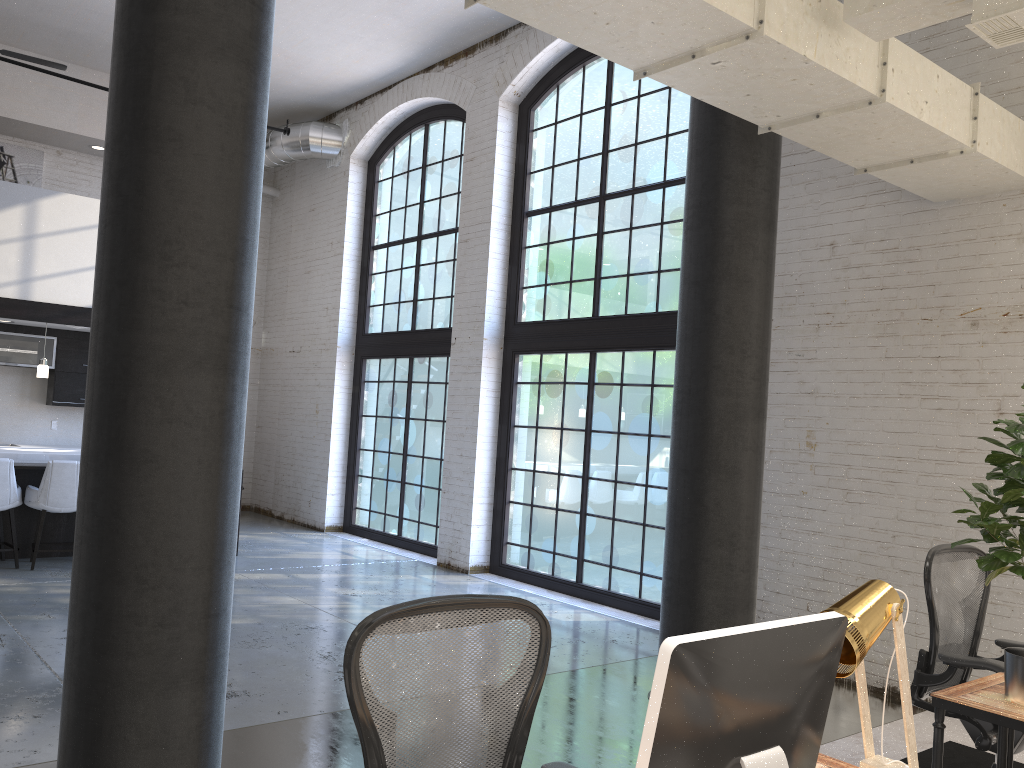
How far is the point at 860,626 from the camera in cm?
173

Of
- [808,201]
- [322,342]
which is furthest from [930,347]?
[322,342]

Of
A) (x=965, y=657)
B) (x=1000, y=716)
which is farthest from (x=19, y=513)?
(x=1000, y=716)

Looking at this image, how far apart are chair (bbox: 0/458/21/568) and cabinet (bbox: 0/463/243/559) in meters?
0.1

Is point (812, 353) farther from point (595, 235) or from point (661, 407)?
point (595, 235)

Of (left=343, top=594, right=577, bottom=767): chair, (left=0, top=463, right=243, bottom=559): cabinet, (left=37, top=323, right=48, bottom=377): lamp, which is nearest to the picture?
(left=37, top=323, right=48, bottom=377): lamp

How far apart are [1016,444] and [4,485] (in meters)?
7.55

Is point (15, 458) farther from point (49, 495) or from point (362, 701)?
point (362, 701)

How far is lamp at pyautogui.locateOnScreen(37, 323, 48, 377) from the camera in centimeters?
869cm

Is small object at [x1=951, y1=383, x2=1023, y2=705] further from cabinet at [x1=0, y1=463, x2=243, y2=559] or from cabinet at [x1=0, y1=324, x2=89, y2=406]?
cabinet at [x1=0, y1=324, x2=89, y2=406]
